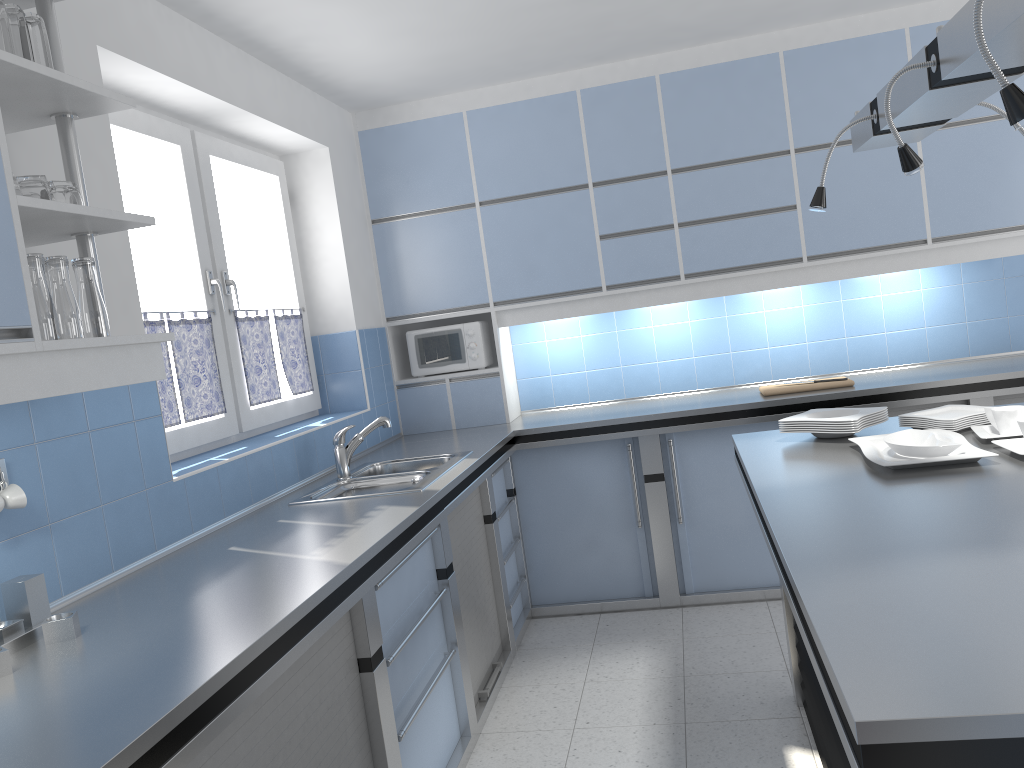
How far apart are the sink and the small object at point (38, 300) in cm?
141

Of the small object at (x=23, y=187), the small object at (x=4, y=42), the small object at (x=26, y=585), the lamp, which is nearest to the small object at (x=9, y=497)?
the small object at (x=26, y=585)

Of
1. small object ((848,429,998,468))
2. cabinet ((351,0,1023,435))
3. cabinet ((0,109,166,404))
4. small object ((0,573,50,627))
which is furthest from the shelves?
cabinet ((351,0,1023,435))

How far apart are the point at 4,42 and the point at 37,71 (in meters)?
0.15

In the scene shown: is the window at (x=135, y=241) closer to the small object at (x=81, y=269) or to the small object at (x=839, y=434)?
the small object at (x=81, y=269)

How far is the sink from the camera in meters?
3.3

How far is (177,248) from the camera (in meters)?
3.44

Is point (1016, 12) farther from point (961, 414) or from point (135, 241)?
point (135, 241)

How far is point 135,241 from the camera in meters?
3.2 m

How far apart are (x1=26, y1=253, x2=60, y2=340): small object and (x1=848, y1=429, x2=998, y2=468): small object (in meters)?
2.01
